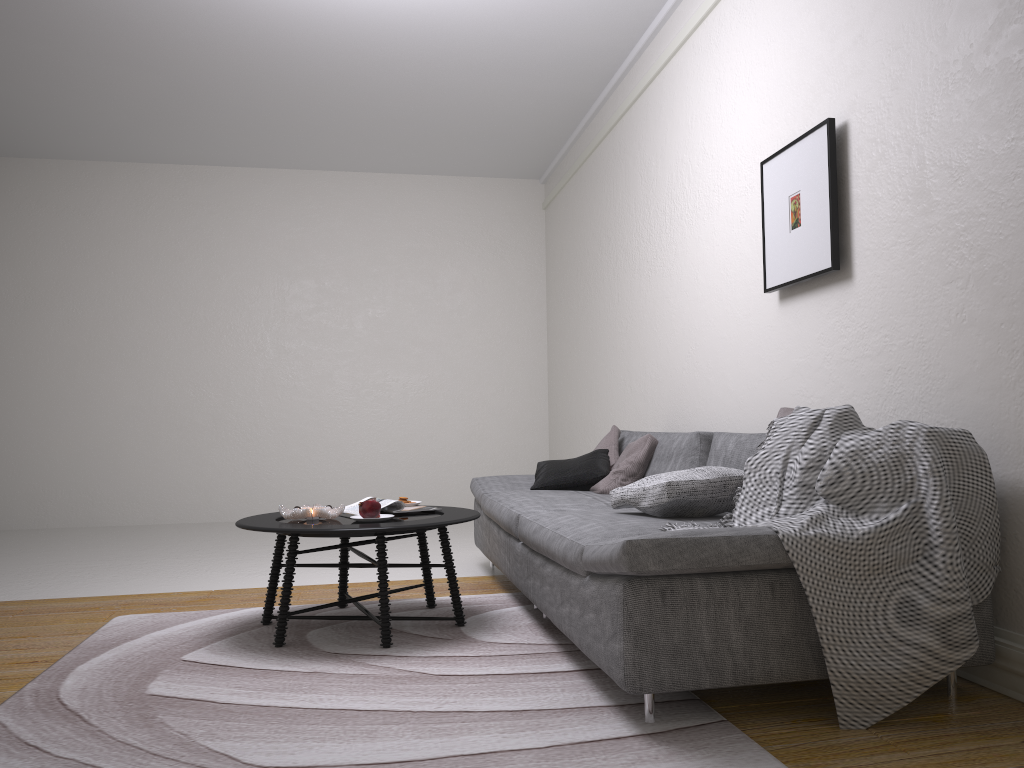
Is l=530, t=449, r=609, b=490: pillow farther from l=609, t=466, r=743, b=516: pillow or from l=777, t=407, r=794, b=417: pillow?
l=777, t=407, r=794, b=417: pillow

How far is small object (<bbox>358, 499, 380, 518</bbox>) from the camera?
3.37m

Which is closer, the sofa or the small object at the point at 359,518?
the sofa

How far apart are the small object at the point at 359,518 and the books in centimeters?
12cm

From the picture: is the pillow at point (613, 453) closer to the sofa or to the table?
the sofa

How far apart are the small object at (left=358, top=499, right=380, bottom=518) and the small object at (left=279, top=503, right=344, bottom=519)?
0.1 meters

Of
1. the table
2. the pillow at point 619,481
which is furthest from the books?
the pillow at point 619,481

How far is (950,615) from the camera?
2.2m

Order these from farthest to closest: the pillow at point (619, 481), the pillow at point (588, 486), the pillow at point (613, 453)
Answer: the pillow at point (613, 453) < the pillow at point (588, 486) < the pillow at point (619, 481)

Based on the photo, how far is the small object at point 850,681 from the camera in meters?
2.2 m
